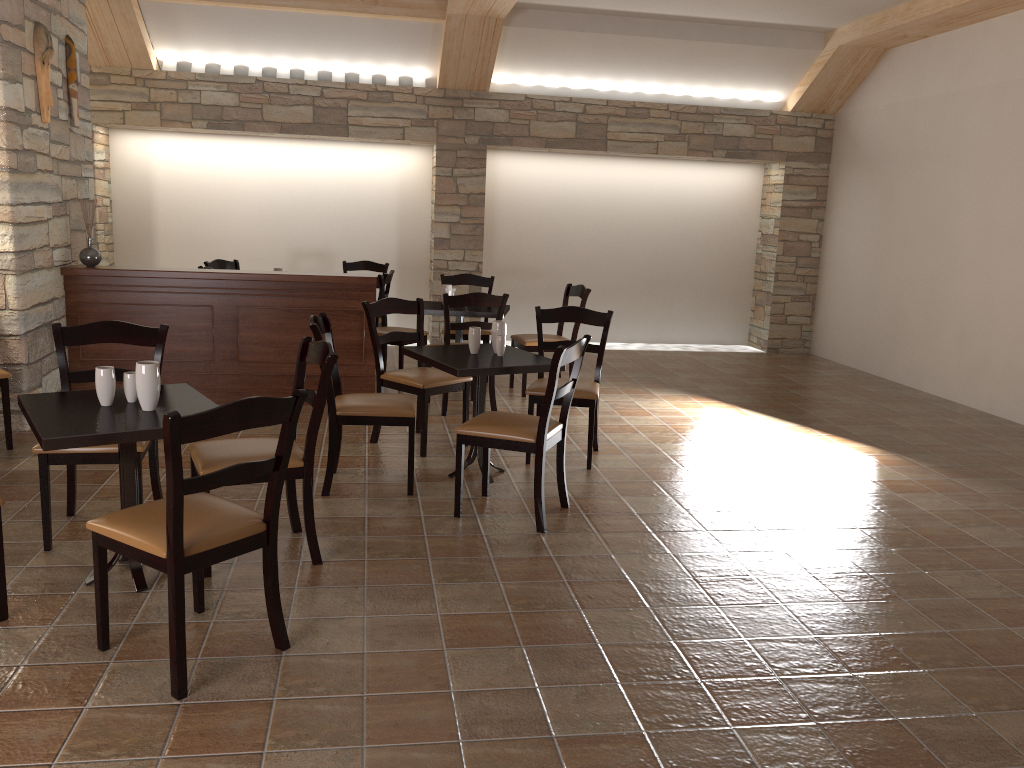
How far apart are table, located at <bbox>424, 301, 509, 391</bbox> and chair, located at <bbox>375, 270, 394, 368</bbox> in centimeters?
61cm

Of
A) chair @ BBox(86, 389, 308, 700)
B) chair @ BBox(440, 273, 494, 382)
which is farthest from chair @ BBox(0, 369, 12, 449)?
chair @ BBox(440, 273, 494, 382)

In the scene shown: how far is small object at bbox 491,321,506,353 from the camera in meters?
4.7

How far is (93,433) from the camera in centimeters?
280cm

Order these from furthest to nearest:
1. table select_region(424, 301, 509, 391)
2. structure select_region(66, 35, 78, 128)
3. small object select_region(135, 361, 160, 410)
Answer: table select_region(424, 301, 509, 391) → structure select_region(66, 35, 78, 128) → small object select_region(135, 361, 160, 410)

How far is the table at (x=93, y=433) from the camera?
2.8m

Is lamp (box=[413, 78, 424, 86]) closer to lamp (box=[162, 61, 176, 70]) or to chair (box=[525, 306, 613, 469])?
lamp (box=[162, 61, 176, 70])

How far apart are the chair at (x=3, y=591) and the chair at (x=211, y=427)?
0.4m

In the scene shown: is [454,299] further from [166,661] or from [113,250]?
[113,250]

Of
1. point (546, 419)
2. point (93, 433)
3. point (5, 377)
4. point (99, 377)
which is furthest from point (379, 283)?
point (93, 433)
